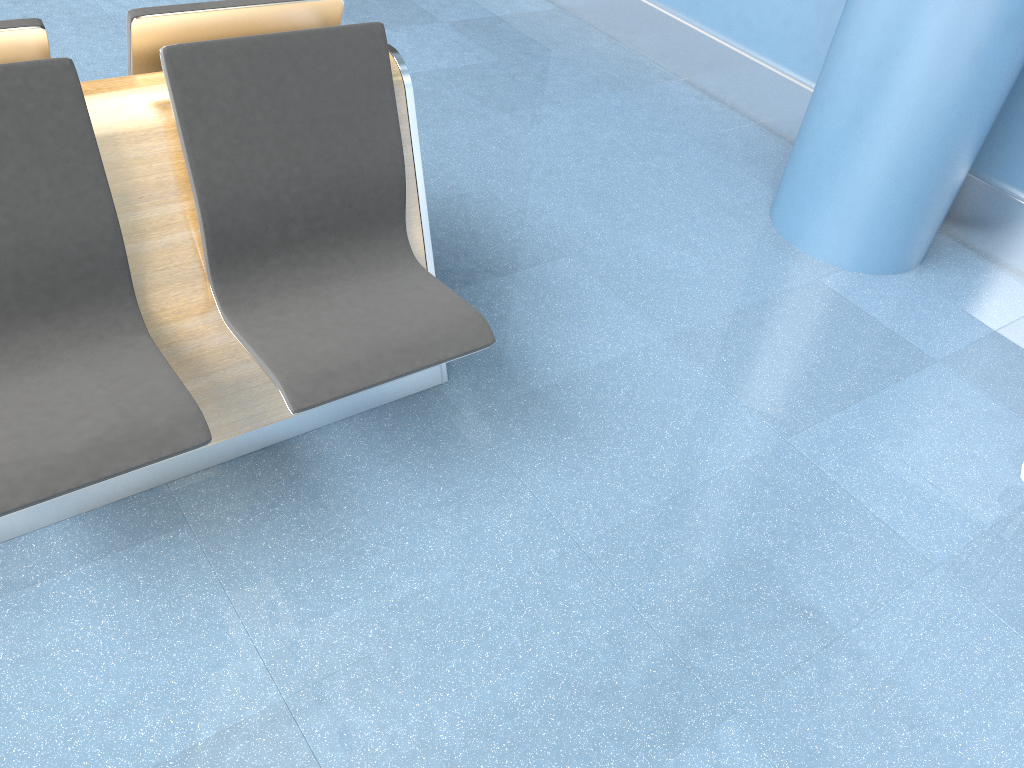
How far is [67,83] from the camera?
1.6m

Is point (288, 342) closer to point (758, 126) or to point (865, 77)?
point (865, 77)

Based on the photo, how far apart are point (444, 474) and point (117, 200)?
1.0 meters

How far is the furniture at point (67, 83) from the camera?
1.6 meters

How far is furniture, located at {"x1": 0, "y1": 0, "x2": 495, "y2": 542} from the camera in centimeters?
164cm
